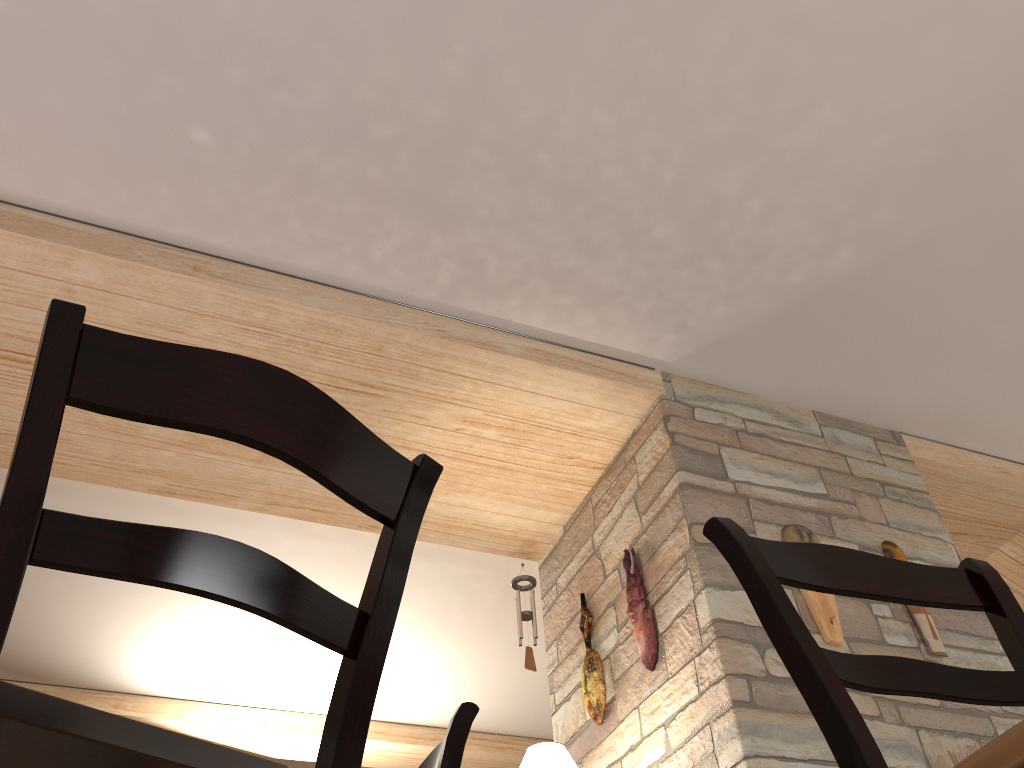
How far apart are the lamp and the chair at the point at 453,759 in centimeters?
178cm

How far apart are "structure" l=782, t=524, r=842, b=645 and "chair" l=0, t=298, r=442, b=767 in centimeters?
295cm

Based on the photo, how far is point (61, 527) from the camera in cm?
80

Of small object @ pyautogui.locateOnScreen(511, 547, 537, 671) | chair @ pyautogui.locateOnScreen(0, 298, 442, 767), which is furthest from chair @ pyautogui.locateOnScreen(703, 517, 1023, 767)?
small object @ pyautogui.locateOnScreen(511, 547, 537, 671)

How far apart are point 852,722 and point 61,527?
0.8 meters

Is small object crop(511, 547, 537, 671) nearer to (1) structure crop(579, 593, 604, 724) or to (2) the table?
(1) structure crop(579, 593, 604, 724)

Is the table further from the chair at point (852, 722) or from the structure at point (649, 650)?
the structure at point (649, 650)

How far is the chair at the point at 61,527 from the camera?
0.8 meters

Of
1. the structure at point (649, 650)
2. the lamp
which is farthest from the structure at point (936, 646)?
the lamp

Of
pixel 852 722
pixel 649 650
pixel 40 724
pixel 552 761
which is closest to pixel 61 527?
pixel 40 724
